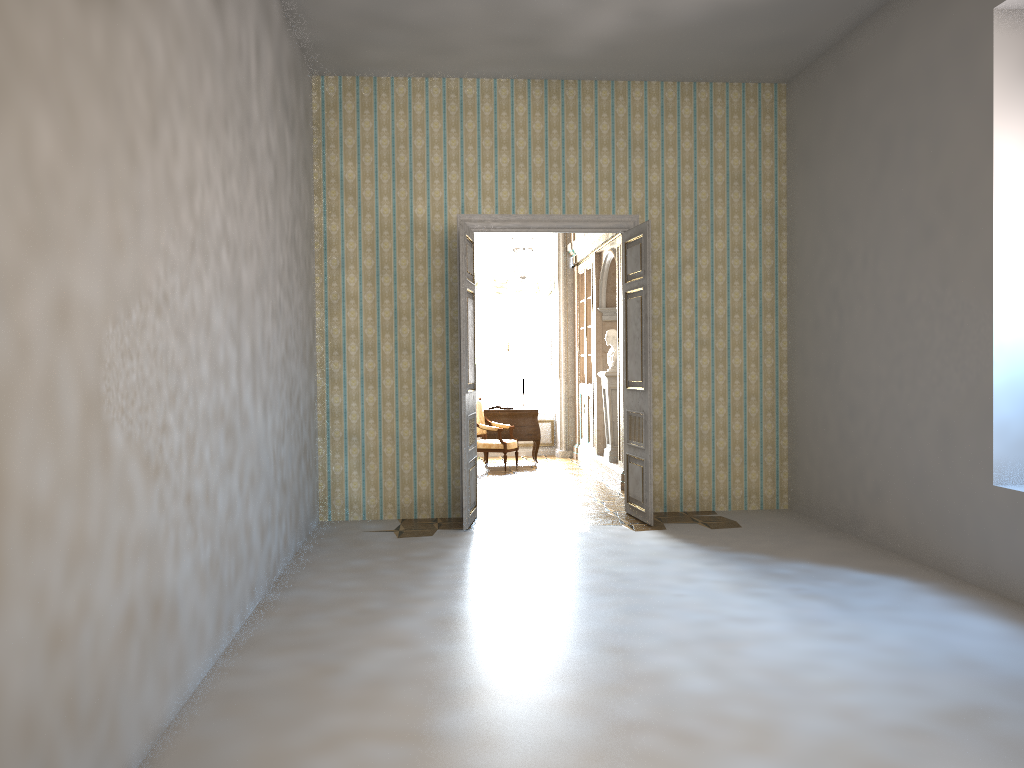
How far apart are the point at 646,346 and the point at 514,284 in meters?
6.1 m

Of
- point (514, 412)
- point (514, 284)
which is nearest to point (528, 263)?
point (514, 412)

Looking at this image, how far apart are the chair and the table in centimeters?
27cm

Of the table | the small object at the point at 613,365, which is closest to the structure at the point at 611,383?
the small object at the point at 613,365

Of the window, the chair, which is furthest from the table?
the window

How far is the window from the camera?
14.0m

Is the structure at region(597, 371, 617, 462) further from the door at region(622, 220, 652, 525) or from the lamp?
the door at region(622, 220, 652, 525)

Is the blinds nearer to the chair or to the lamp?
the lamp

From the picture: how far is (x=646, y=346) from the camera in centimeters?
772cm

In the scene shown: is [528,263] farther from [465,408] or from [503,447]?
[465,408]
